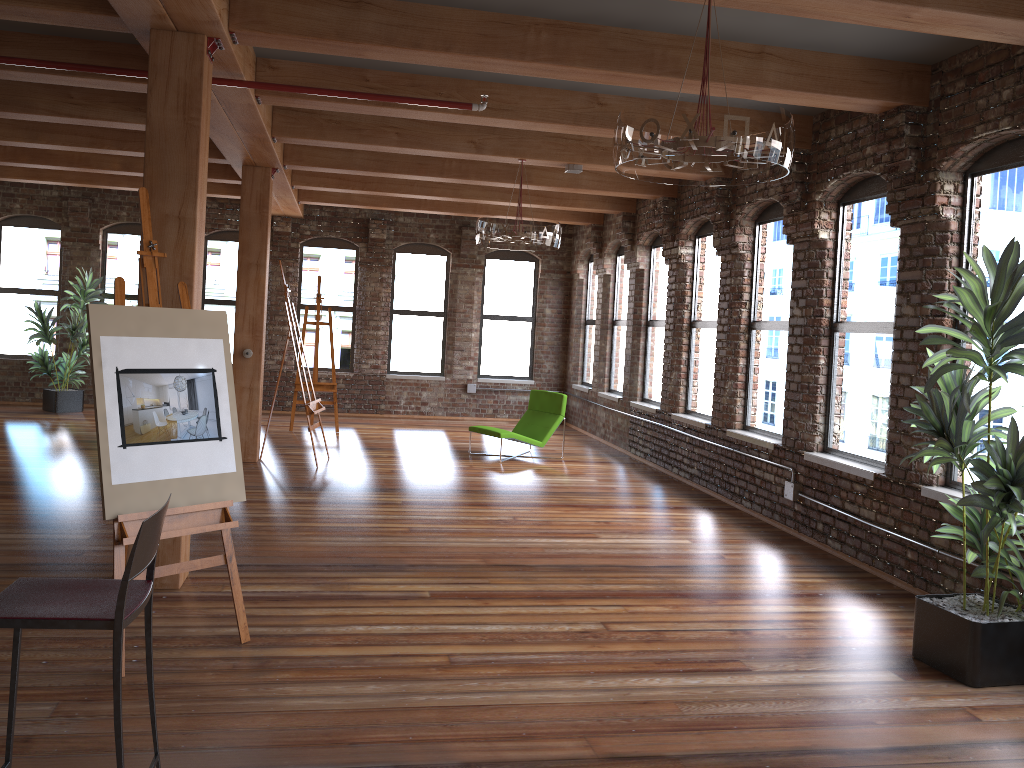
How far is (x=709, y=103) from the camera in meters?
3.6 m

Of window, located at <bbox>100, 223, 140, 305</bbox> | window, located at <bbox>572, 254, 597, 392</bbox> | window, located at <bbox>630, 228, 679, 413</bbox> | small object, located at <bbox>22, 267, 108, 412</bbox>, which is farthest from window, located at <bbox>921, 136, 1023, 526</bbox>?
window, located at <bbox>100, 223, 140, 305</bbox>

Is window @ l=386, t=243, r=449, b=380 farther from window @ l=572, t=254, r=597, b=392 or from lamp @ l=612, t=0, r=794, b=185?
lamp @ l=612, t=0, r=794, b=185

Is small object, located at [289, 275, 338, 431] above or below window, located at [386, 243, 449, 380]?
below

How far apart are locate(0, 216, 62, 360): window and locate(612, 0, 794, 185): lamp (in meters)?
11.83

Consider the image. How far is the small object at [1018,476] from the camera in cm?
405

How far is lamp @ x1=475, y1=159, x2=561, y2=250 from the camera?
7.85m

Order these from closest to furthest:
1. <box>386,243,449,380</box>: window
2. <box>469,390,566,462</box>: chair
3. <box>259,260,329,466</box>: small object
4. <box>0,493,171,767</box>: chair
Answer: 1. <box>0,493,171,767</box>: chair
2. <box>259,260,329,466</box>: small object
3. <box>469,390,566,462</box>: chair
4. <box>386,243,449,380</box>: window

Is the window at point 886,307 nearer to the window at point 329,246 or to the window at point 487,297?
the window at point 487,297

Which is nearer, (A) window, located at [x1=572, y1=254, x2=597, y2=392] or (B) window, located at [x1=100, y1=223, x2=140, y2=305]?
(B) window, located at [x1=100, y1=223, x2=140, y2=305]
